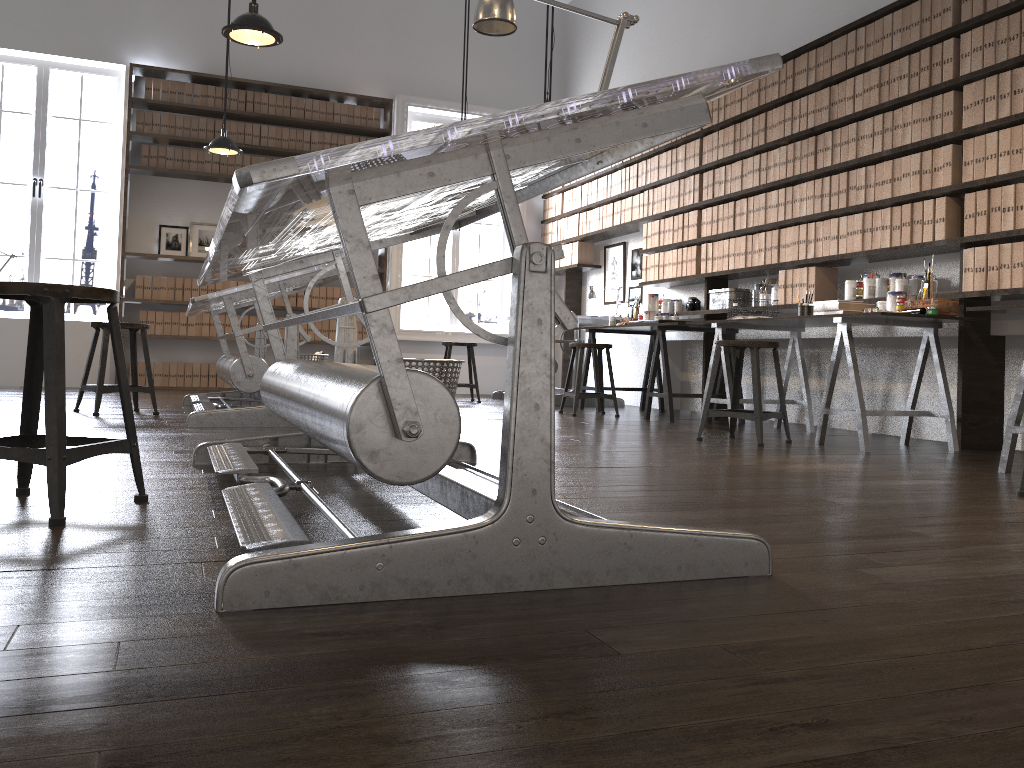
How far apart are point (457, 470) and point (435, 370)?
1.4m

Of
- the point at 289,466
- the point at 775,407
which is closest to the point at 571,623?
the point at 289,466

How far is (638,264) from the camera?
8.0m

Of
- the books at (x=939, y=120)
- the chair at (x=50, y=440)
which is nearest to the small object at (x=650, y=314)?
the books at (x=939, y=120)

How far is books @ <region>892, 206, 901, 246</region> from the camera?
4.81m

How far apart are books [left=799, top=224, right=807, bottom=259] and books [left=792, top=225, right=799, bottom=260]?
0.1m

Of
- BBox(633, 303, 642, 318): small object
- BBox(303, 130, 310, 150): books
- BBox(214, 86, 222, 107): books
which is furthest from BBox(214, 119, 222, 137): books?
BBox(633, 303, 642, 318): small object

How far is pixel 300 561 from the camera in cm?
135

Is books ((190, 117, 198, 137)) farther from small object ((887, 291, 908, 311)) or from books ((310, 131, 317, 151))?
small object ((887, 291, 908, 311))

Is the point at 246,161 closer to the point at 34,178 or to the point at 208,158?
the point at 208,158
